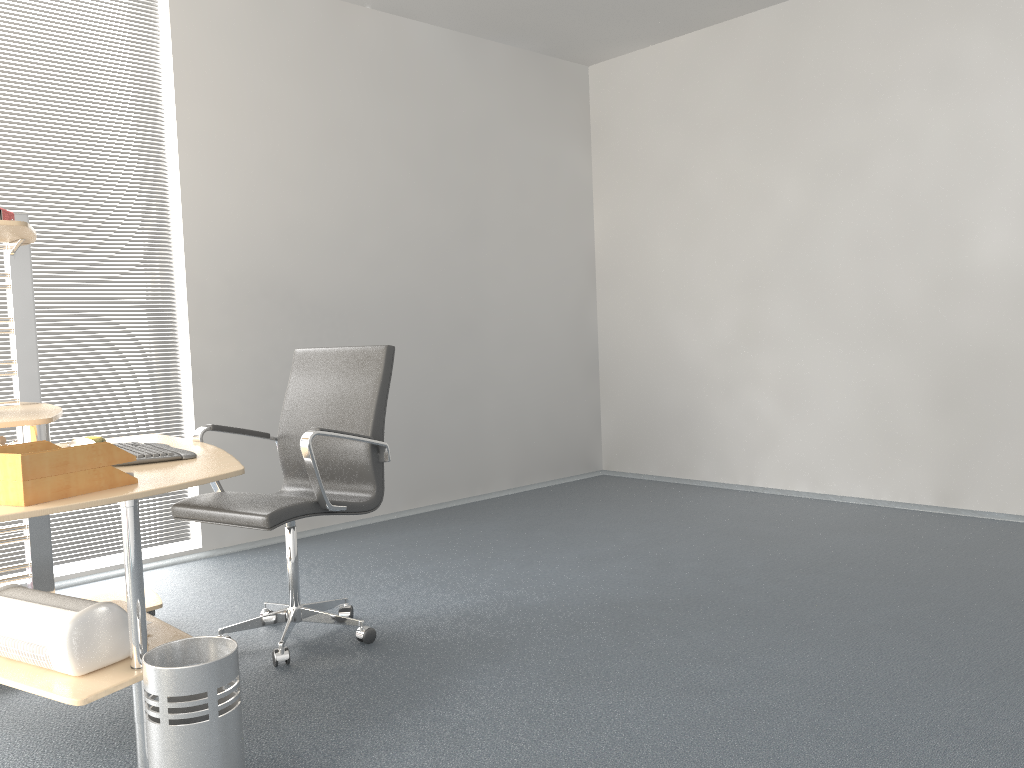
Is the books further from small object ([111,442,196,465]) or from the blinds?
Answer: the blinds

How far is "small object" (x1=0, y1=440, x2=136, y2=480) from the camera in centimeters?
196cm

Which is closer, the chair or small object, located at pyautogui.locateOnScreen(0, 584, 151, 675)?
small object, located at pyautogui.locateOnScreen(0, 584, 151, 675)

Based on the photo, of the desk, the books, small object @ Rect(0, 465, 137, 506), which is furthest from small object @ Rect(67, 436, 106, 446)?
small object @ Rect(0, 465, 137, 506)

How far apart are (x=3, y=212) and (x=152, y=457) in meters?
1.0

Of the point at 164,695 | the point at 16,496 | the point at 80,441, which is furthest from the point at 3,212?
the point at 164,695

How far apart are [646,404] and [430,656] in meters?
3.6

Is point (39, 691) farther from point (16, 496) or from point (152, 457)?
point (152, 457)

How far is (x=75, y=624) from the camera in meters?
2.1 m

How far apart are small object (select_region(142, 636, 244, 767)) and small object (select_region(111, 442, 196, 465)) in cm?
66
